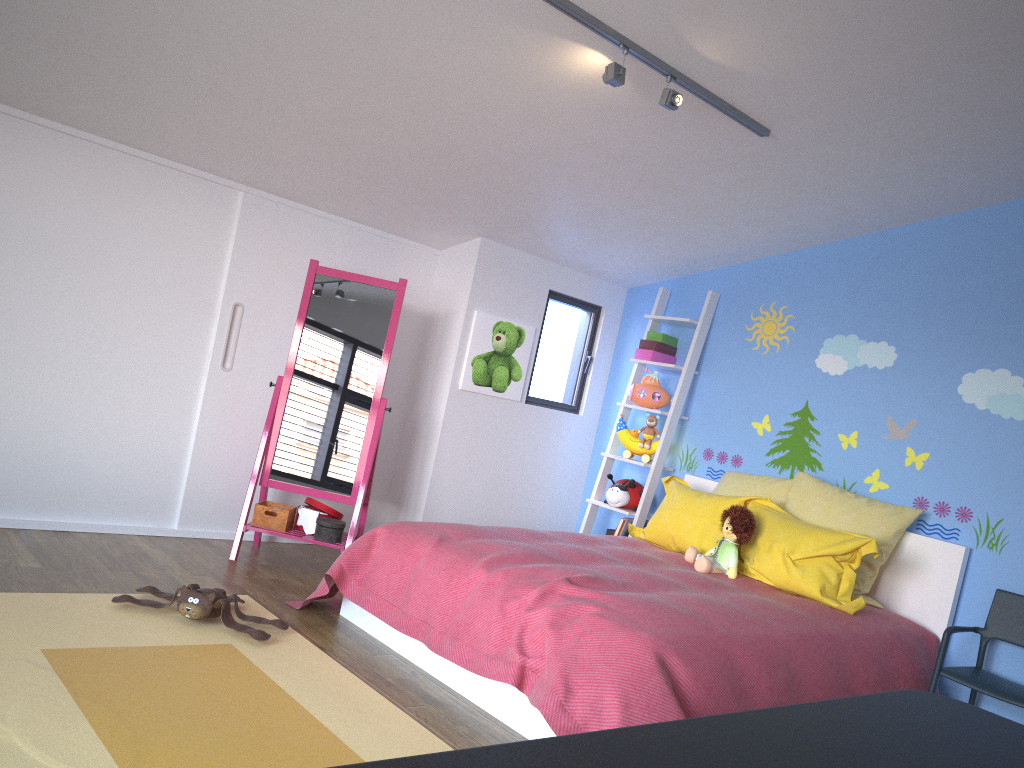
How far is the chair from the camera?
3.35m

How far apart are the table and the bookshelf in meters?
3.7 m

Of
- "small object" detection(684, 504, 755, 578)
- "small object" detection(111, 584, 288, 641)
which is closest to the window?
"small object" detection(684, 504, 755, 578)

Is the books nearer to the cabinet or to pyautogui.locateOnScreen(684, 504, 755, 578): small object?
pyautogui.locateOnScreen(684, 504, 755, 578): small object

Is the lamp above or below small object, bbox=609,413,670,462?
above

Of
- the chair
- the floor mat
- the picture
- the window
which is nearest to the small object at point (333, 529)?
the floor mat

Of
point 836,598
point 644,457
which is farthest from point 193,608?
point 644,457

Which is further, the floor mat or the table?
the floor mat

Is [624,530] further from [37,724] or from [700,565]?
[37,724]

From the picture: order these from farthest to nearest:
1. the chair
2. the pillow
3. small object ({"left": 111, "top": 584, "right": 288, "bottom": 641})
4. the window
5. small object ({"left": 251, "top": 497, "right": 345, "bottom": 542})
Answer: the window, small object ({"left": 251, "top": 497, "right": 345, "bottom": 542}), the pillow, the chair, small object ({"left": 111, "top": 584, "right": 288, "bottom": 641})
